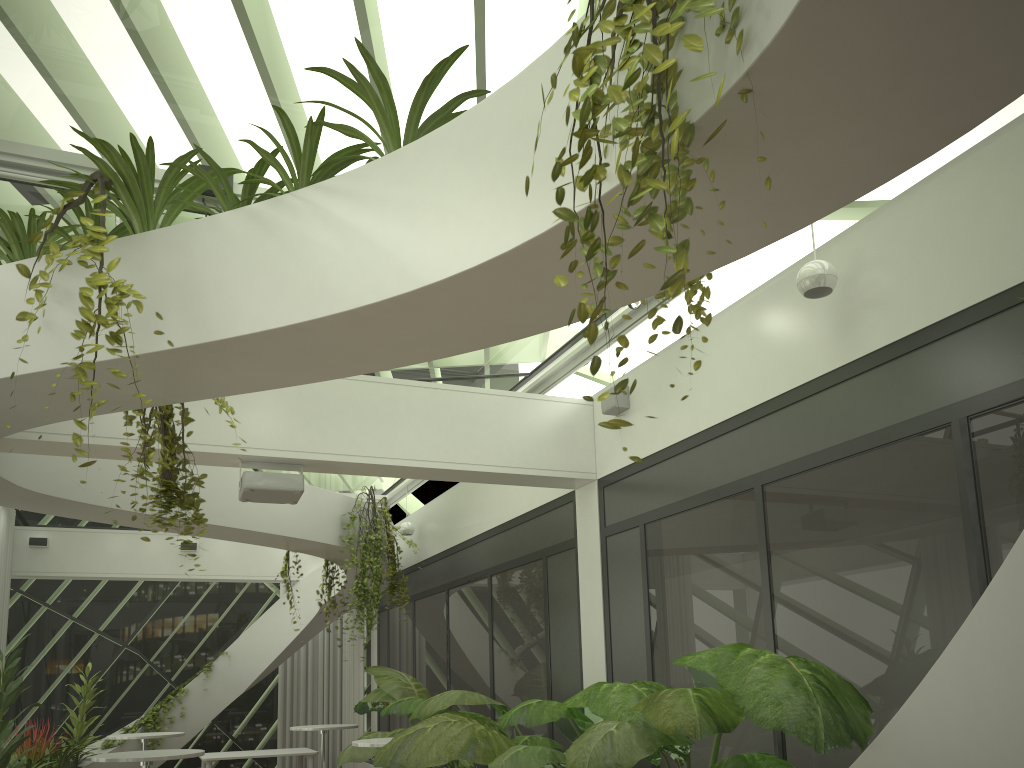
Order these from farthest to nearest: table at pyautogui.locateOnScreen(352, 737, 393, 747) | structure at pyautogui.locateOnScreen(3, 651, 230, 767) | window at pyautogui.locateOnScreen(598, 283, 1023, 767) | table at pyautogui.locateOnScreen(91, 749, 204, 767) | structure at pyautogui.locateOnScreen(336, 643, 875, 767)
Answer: structure at pyautogui.locateOnScreen(3, 651, 230, 767) < table at pyautogui.locateOnScreen(352, 737, 393, 747) < table at pyautogui.locateOnScreen(91, 749, 204, 767) < window at pyautogui.locateOnScreen(598, 283, 1023, 767) < structure at pyautogui.locateOnScreen(336, 643, 875, 767)

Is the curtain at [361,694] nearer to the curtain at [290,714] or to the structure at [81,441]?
the curtain at [290,714]

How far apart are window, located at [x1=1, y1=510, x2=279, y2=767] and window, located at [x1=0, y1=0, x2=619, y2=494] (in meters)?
2.96

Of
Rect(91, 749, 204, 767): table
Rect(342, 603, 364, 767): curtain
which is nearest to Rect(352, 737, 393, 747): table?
Rect(91, 749, 204, 767): table

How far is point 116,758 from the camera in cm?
647

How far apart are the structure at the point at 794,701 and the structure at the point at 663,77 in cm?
206

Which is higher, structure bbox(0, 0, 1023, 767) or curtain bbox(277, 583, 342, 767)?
structure bbox(0, 0, 1023, 767)

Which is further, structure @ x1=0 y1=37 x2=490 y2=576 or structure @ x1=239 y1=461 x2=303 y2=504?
structure @ x1=239 y1=461 x2=303 y2=504

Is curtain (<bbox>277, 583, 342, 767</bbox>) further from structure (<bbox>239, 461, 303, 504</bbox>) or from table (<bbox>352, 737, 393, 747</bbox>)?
structure (<bbox>239, 461, 303, 504</bbox>)

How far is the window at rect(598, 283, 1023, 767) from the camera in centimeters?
401cm
